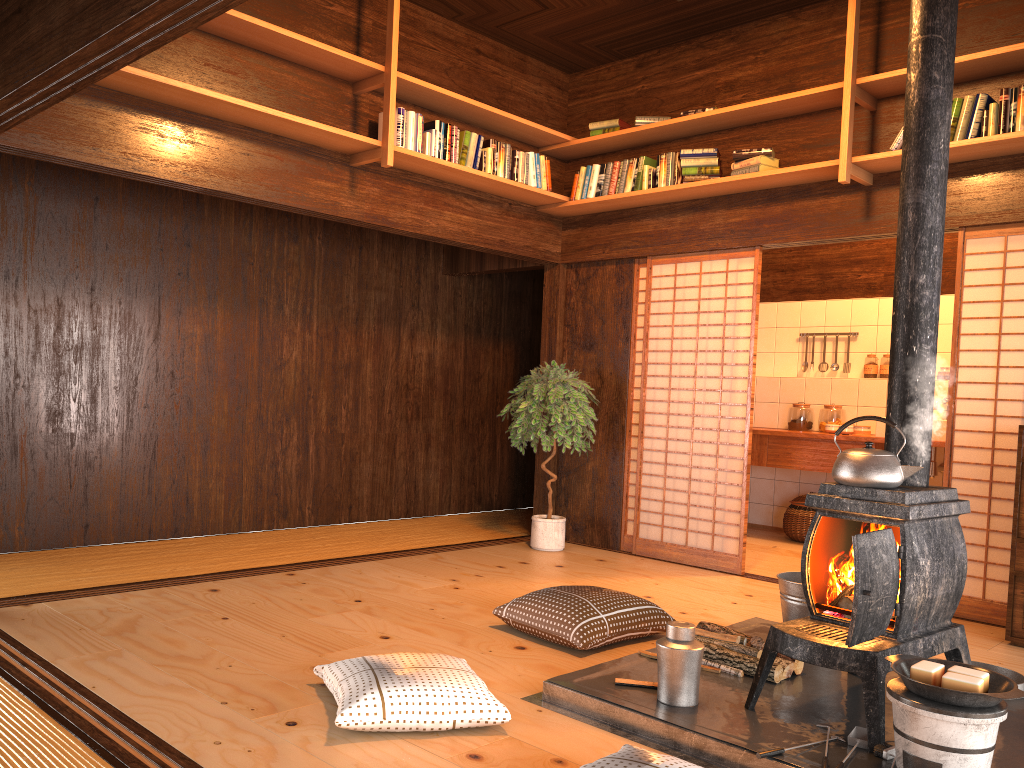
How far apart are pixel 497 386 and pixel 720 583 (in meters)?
3.27

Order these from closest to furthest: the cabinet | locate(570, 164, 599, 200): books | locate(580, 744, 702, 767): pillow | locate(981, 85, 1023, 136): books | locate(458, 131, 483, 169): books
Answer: locate(580, 744, 702, 767): pillow → the cabinet → locate(981, 85, 1023, 136): books → locate(458, 131, 483, 169): books → locate(570, 164, 599, 200): books

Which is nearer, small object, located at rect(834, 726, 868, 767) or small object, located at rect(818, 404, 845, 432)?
small object, located at rect(834, 726, 868, 767)

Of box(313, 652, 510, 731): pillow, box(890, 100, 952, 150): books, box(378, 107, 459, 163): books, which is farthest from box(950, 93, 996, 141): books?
box(313, 652, 510, 731): pillow

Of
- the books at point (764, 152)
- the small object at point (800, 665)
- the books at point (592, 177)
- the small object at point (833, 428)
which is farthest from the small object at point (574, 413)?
the small object at point (800, 665)

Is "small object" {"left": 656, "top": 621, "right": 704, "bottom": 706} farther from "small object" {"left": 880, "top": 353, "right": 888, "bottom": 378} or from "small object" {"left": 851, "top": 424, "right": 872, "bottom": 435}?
"small object" {"left": 880, "top": 353, "right": 888, "bottom": 378}

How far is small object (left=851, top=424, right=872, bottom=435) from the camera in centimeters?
672cm

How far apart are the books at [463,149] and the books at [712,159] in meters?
0.9 m

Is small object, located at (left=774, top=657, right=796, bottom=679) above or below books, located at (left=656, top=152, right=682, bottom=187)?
below

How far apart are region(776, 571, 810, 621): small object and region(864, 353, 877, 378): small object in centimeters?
393cm
